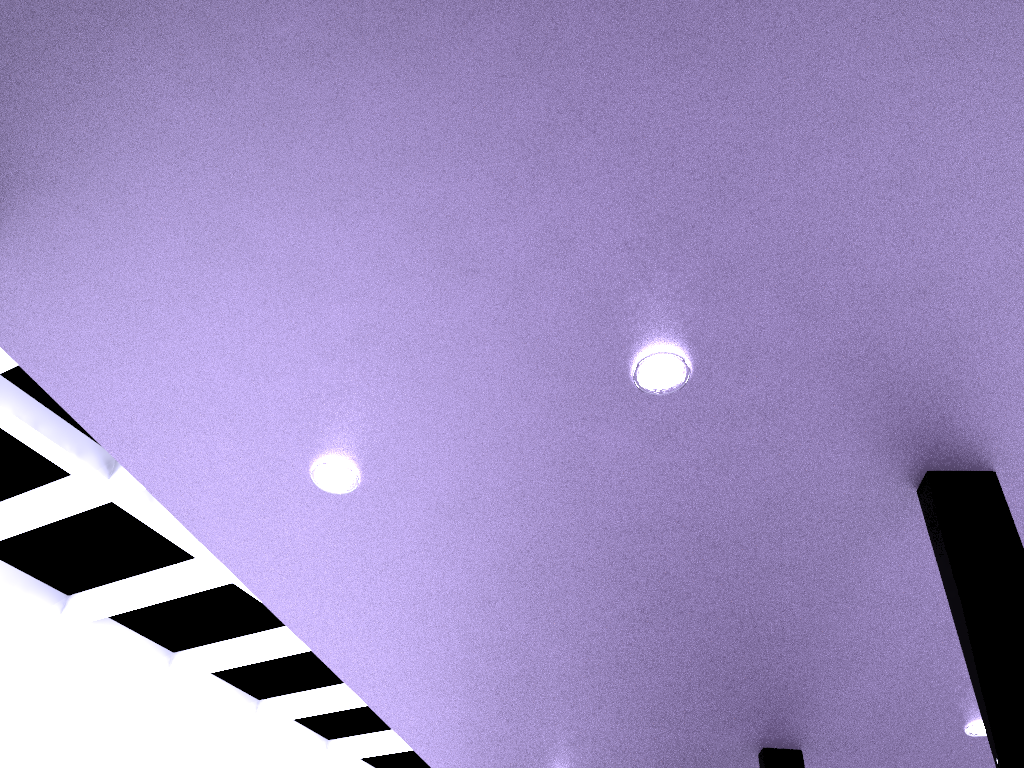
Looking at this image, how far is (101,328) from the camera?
8.27m
